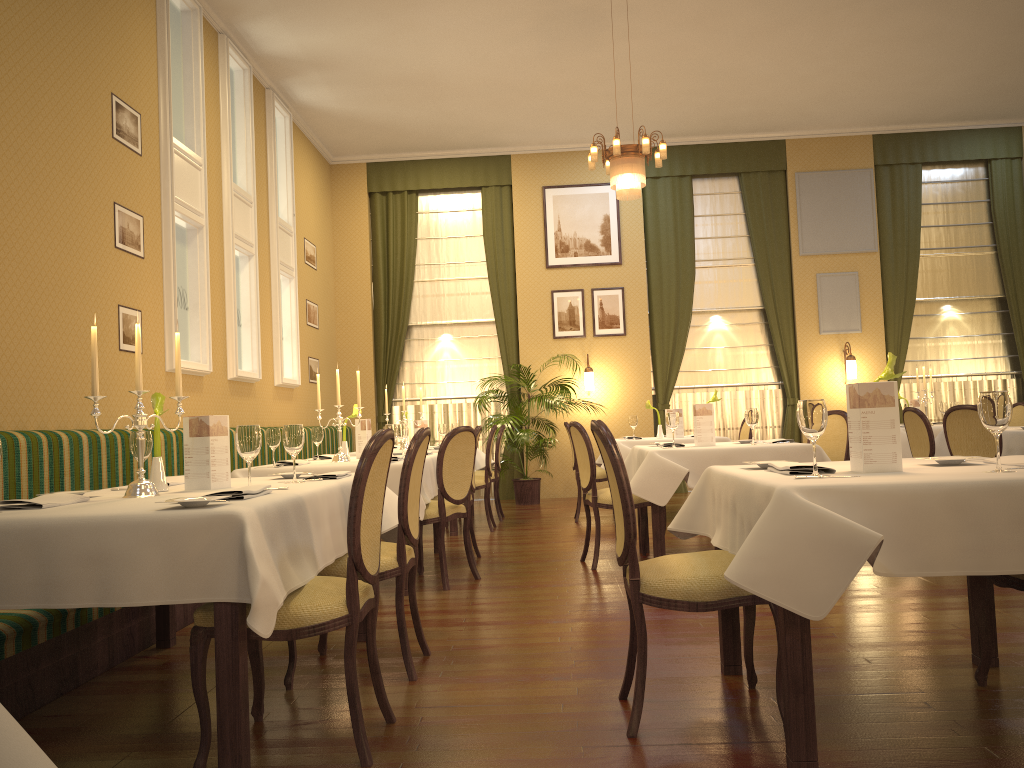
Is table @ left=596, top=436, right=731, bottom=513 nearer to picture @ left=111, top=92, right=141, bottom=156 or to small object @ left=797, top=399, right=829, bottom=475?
picture @ left=111, top=92, right=141, bottom=156

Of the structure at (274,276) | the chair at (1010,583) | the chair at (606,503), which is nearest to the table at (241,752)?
the chair at (606,503)

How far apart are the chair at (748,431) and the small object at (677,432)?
0.6 meters

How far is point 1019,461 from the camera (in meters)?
2.73

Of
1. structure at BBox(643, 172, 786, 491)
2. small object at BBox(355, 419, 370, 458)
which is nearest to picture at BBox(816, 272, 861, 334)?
structure at BBox(643, 172, 786, 491)

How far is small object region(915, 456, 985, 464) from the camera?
2.8 meters

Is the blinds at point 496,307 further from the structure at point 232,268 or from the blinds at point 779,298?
the structure at point 232,268

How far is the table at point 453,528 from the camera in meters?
7.7

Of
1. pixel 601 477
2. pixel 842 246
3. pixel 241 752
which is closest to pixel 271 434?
pixel 241 752

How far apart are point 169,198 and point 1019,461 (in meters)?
5.62
